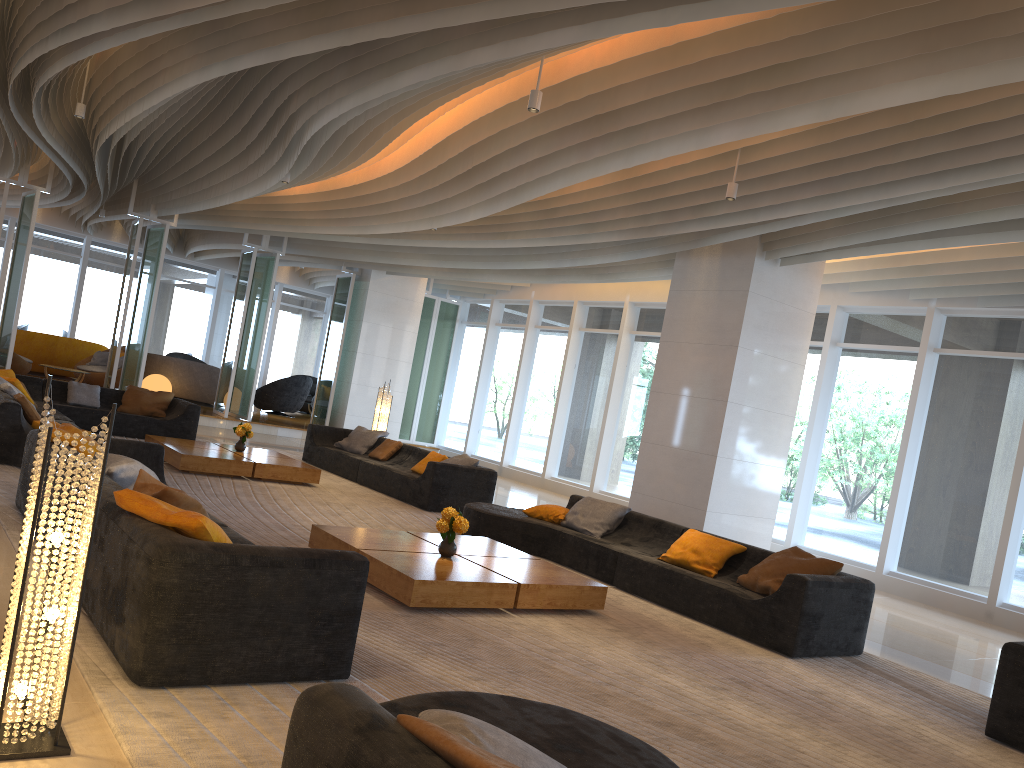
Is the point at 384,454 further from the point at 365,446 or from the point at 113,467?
the point at 113,467

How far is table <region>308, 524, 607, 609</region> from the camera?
5.5 meters

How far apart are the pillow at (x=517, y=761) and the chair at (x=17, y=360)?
16.54m

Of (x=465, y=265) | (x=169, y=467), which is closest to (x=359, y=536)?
(x=169, y=467)

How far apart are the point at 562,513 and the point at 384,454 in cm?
415

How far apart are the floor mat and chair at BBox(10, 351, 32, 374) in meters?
6.4 m

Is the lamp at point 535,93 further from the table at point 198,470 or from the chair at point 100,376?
the chair at point 100,376

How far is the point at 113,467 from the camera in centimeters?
515cm

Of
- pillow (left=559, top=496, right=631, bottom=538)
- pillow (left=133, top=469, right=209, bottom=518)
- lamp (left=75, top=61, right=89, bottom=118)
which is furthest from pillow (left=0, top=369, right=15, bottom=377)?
pillow (left=133, top=469, right=209, bottom=518)

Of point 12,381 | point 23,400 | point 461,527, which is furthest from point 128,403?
point 461,527
